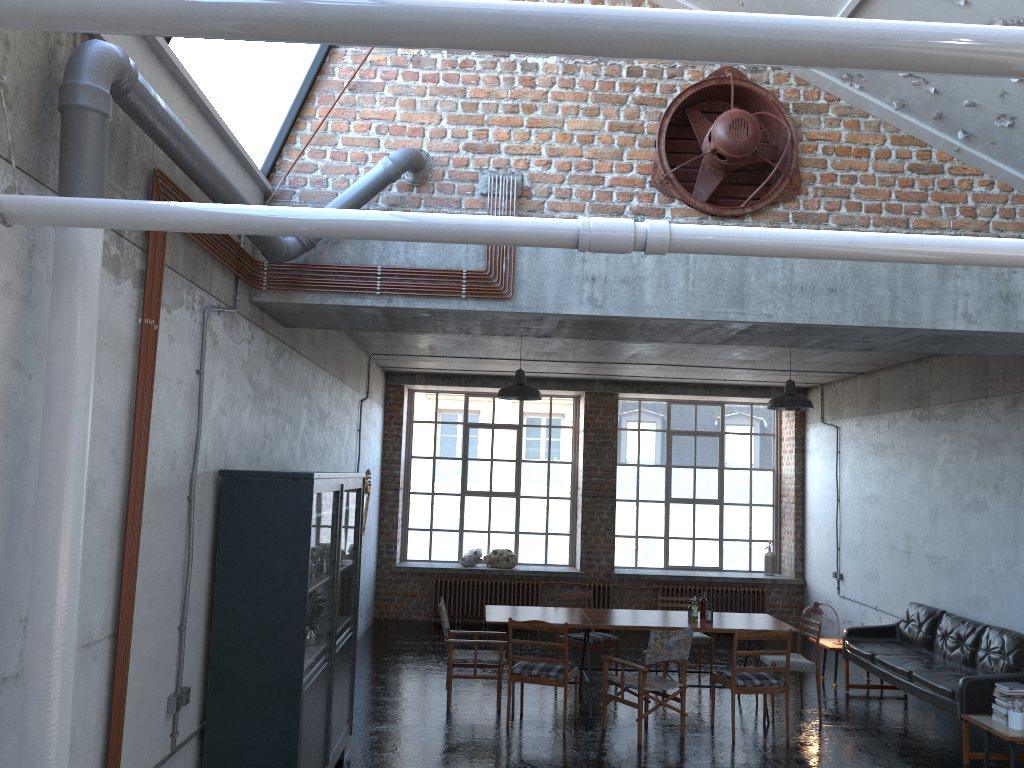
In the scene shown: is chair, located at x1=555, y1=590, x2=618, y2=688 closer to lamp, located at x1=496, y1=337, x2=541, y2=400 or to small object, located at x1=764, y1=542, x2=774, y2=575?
lamp, located at x1=496, y1=337, x2=541, y2=400

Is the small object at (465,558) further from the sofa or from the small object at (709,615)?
the sofa

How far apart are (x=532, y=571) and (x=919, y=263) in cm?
1164

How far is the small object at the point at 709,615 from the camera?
9.1m

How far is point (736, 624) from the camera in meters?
9.0 m

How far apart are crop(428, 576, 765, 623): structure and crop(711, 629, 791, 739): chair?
5.4 meters

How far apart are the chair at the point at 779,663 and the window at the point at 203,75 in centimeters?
667cm

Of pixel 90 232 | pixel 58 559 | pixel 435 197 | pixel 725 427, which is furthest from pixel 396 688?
pixel 725 427

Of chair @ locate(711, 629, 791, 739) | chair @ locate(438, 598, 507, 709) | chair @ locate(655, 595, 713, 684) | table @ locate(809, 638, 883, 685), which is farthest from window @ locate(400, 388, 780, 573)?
chair @ locate(711, 629, 791, 739)

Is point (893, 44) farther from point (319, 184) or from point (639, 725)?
point (639, 725)
